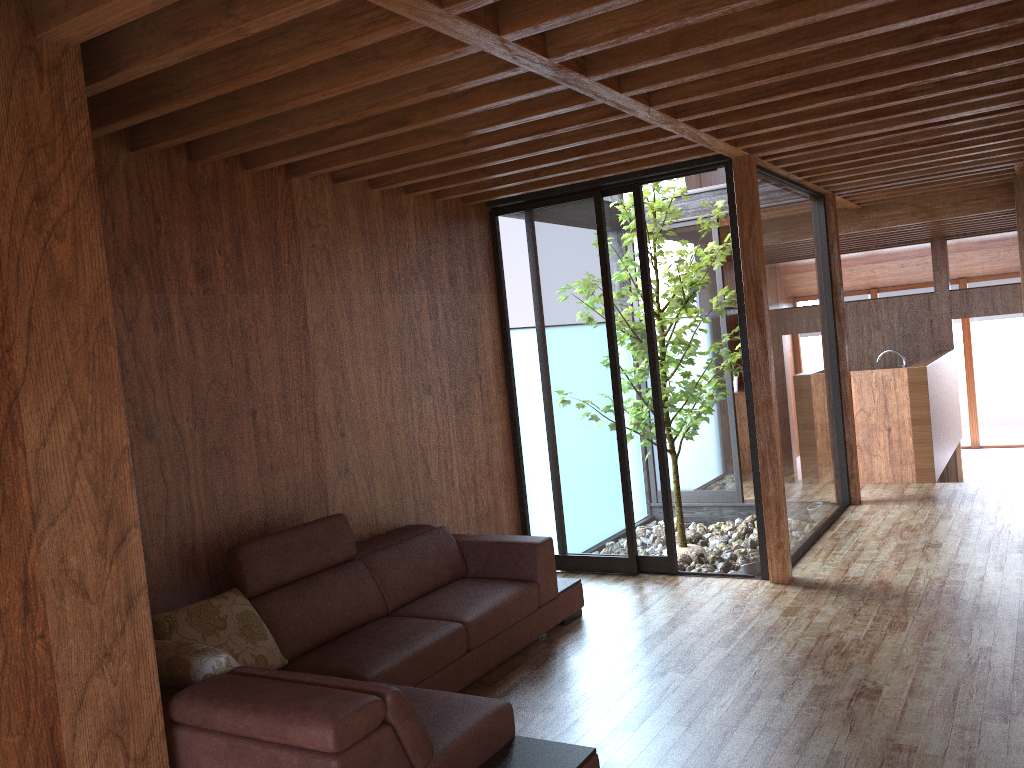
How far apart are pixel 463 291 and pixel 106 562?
3.2m

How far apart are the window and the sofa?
0.8m

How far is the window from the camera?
5.2 meters

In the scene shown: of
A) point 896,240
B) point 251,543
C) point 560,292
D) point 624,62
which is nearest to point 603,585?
point 560,292

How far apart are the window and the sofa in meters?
0.8 m

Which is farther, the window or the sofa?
the window

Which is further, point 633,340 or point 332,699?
point 633,340

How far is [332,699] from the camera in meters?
2.3

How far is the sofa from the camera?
2.3m

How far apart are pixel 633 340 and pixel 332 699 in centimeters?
329cm
